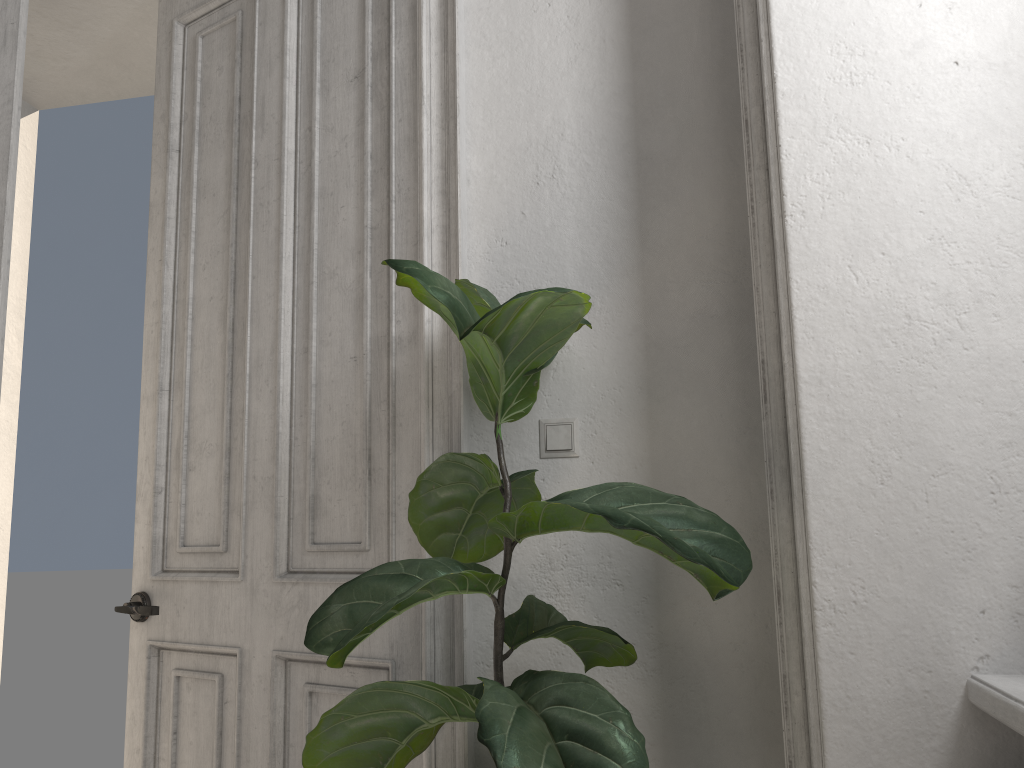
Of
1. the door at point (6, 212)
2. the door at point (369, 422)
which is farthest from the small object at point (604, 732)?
the door at point (6, 212)

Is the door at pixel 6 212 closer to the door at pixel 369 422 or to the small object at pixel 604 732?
the door at pixel 369 422

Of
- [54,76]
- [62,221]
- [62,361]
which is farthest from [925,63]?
[62,361]

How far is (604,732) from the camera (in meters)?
1.16

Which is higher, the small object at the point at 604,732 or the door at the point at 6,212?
the door at the point at 6,212

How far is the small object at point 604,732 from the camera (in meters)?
1.16

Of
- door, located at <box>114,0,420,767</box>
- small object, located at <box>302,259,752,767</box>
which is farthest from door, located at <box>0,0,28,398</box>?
small object, located at <box>302,259,752,767</box>

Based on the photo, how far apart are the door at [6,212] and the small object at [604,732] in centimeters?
123cm

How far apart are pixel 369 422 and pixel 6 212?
1.1m

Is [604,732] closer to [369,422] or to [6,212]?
[369,422]
